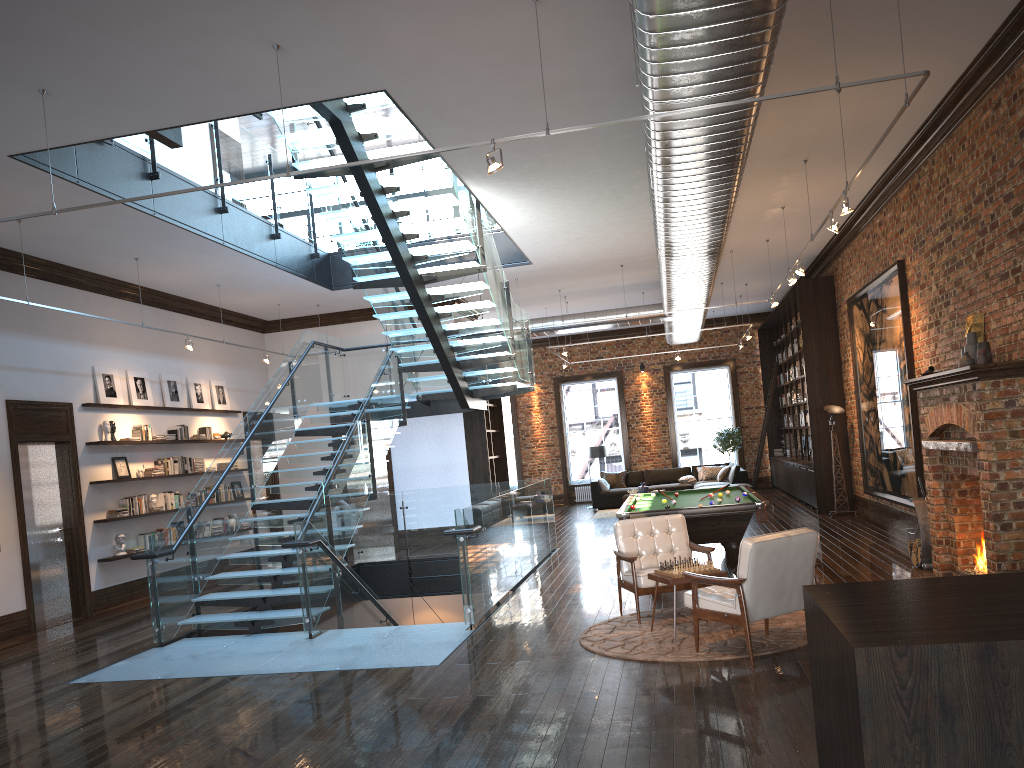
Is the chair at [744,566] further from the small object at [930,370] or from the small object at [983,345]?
the small object at [930,370]

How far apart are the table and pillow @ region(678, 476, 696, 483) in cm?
1355

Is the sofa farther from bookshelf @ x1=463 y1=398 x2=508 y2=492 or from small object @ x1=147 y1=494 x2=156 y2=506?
small object @ x1=147 y1=494 x2=156 y2=506

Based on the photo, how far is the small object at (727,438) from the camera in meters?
21.9 m

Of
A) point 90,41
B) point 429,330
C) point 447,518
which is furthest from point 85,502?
point 90,41

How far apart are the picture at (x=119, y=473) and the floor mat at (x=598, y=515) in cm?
995

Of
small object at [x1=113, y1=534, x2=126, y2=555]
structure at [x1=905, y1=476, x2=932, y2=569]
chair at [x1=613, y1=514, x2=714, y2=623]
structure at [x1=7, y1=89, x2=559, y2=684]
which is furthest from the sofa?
small object at [x1=113, y1=534, x2=126, y2=555]

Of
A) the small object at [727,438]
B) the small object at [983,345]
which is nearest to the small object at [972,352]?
the small object at [983,345]

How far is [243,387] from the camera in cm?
1574

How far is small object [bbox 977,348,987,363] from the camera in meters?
7.6 m
